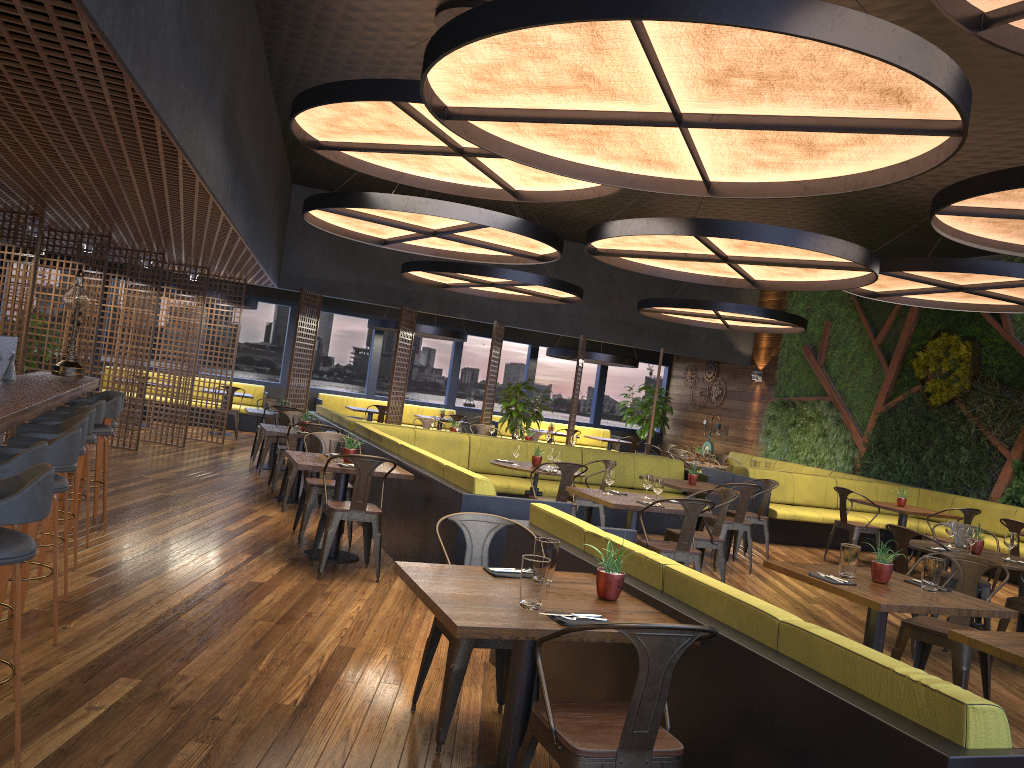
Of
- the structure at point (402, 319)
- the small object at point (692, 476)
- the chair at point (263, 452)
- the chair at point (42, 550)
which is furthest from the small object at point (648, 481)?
the structure at point (402, 319)

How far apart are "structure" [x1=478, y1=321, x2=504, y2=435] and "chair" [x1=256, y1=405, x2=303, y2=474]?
4.9m

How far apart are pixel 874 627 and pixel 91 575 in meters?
4.7 m

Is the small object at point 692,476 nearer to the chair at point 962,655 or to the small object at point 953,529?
the small object at point 953,529

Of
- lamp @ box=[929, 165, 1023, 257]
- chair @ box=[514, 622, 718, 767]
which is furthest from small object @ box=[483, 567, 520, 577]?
lamp @ box=[929, 165, 1023, 257]

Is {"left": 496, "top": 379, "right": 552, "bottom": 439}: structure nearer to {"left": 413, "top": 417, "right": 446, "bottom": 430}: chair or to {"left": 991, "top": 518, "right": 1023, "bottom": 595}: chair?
{"left": 413, "top": 417, "right": 446, "bottom": 430}: chair

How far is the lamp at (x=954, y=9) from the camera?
3.8 meters

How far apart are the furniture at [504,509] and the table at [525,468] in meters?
0.8 m

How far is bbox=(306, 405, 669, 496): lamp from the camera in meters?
10.6

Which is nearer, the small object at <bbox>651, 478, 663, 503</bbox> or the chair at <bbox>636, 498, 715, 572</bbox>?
the chair at <bbox>636, 498, 715, 572</bbox>
